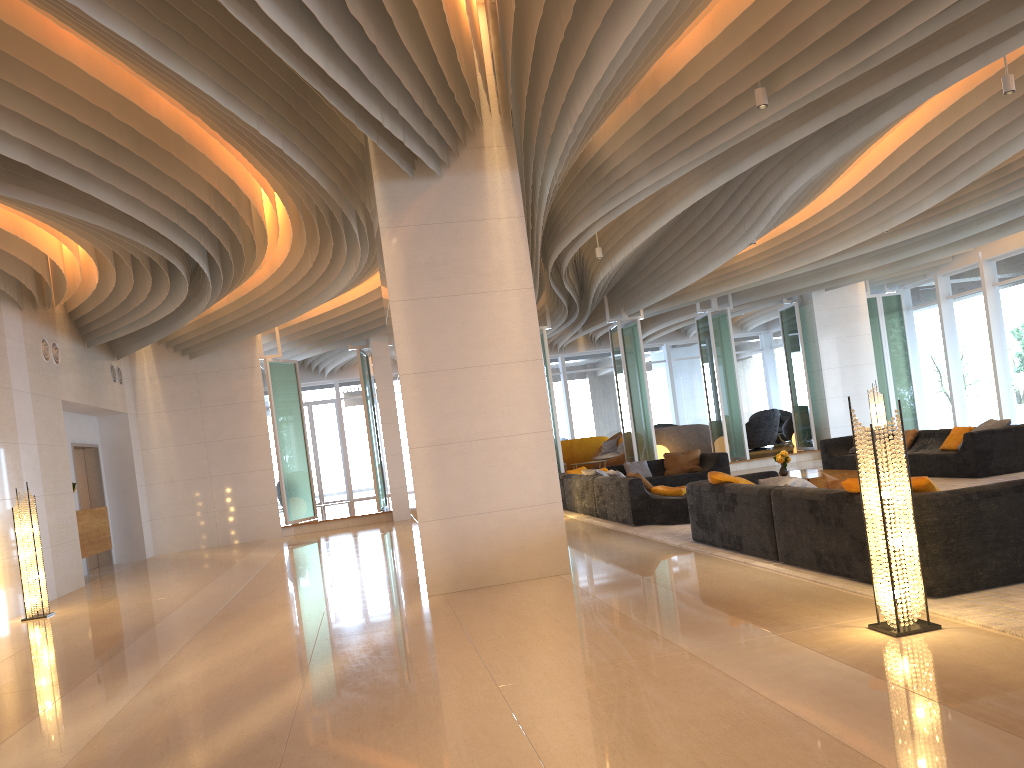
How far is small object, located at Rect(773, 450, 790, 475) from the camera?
12.4 meters

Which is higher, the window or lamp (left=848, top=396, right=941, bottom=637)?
the window

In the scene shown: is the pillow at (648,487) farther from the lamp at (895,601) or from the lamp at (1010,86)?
the lamp at (895,601)

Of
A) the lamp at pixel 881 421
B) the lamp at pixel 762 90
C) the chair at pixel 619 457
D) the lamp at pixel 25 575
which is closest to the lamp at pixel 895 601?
the lamp at pixel 762 90

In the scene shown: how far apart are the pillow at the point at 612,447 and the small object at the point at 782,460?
9.20m

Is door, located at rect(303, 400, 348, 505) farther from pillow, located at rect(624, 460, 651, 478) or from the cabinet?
pillow, located at rect(624, 460, 651, 478)

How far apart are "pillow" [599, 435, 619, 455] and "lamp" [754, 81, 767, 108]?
15.0m

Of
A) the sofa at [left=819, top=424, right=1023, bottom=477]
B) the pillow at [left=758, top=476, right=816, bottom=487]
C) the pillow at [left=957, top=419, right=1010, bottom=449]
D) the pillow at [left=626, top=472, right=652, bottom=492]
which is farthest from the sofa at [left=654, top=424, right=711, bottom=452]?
the pillow at [left=758, top=476, right=816, bottom=487]

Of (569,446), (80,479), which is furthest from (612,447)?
(80,479)

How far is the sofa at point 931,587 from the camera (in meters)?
4.93
